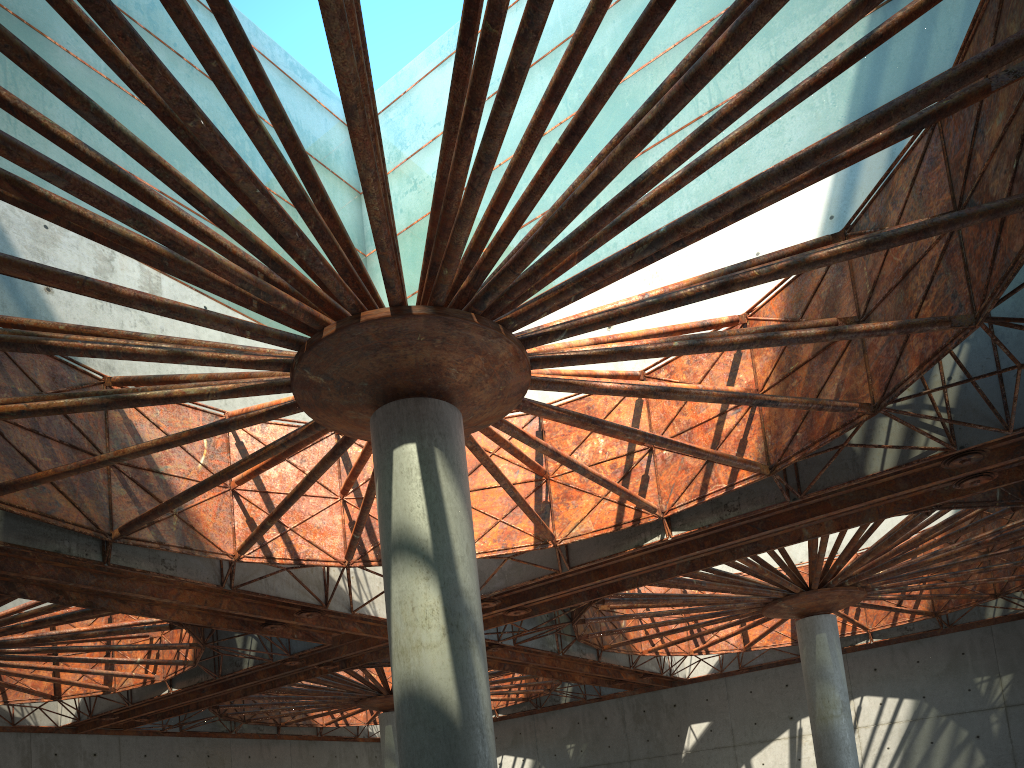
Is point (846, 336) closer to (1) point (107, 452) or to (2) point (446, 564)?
(2) point (446, 564)
